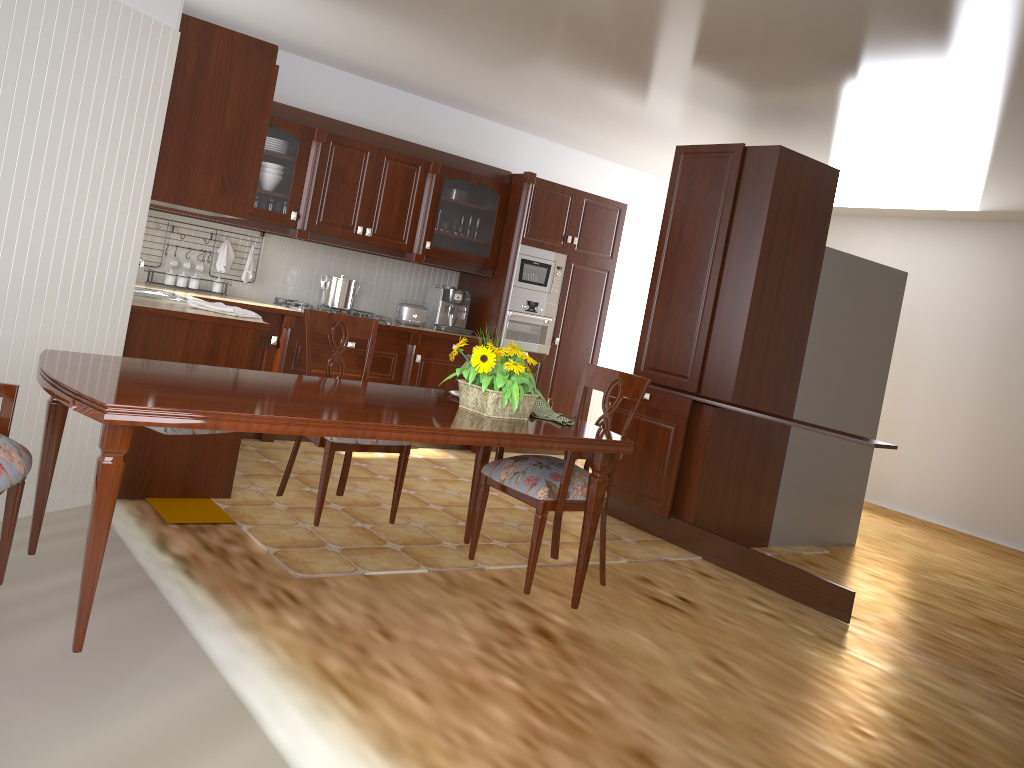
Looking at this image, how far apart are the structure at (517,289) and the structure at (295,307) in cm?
154

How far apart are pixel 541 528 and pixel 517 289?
3.67m

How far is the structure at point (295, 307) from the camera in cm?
554

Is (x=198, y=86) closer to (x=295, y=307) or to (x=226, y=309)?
(x=226, y=309)

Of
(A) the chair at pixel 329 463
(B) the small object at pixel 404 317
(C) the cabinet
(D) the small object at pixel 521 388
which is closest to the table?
(D) the small object at pixel 521 388

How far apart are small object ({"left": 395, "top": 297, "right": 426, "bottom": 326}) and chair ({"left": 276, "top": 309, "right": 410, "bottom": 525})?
2.5 meters

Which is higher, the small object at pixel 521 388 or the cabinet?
the cabinet

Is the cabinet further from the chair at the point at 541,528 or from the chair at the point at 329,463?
the chair at the point at 541,528

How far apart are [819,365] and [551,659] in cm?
293

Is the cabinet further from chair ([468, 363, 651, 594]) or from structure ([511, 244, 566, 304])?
chair ([468, 363, 651, 594])
